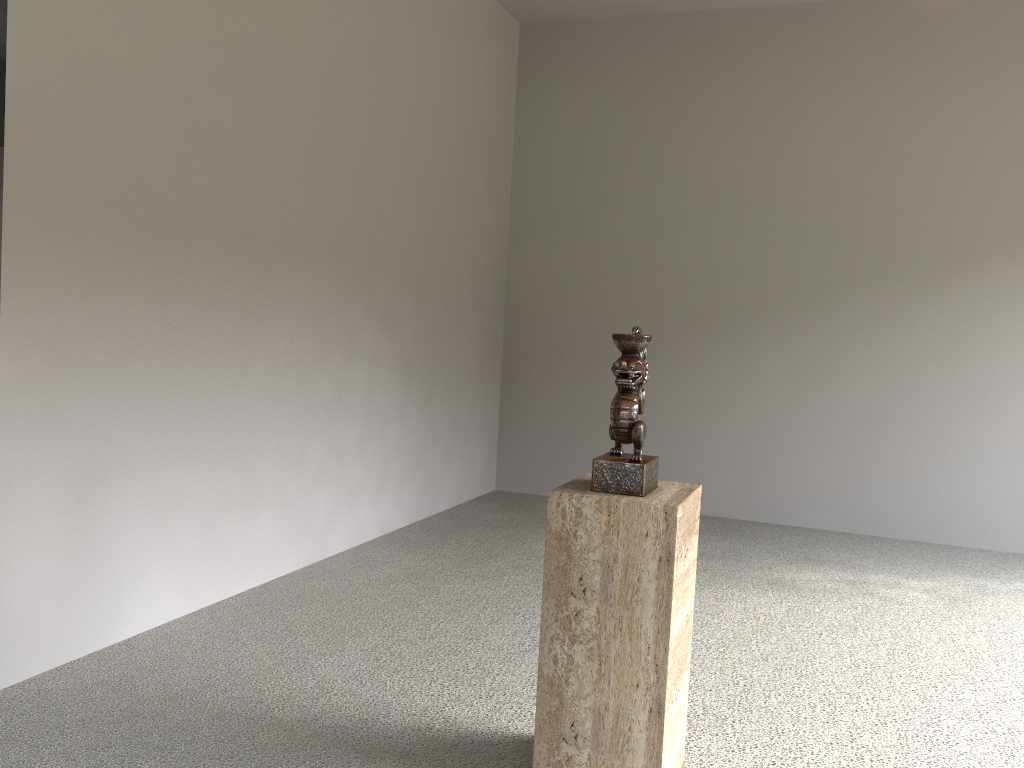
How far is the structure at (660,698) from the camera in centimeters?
190cm

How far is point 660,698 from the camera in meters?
1.9

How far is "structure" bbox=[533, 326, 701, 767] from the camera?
1.9 meters
